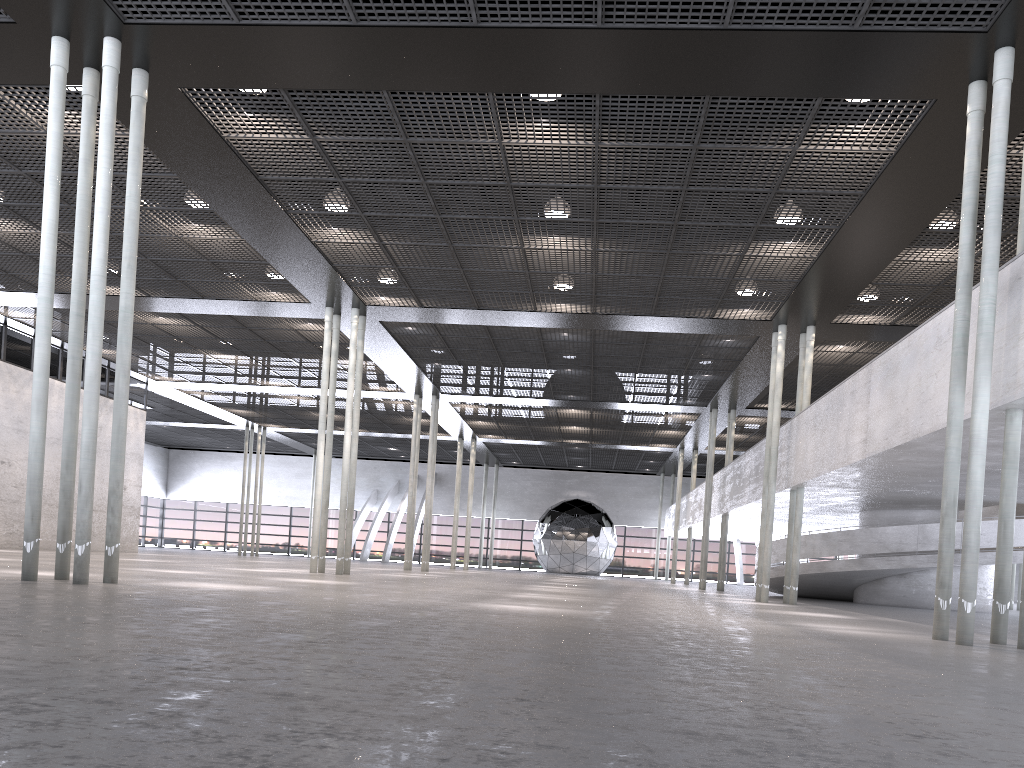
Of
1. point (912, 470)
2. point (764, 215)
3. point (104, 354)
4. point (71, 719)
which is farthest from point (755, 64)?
point (104, 354)
